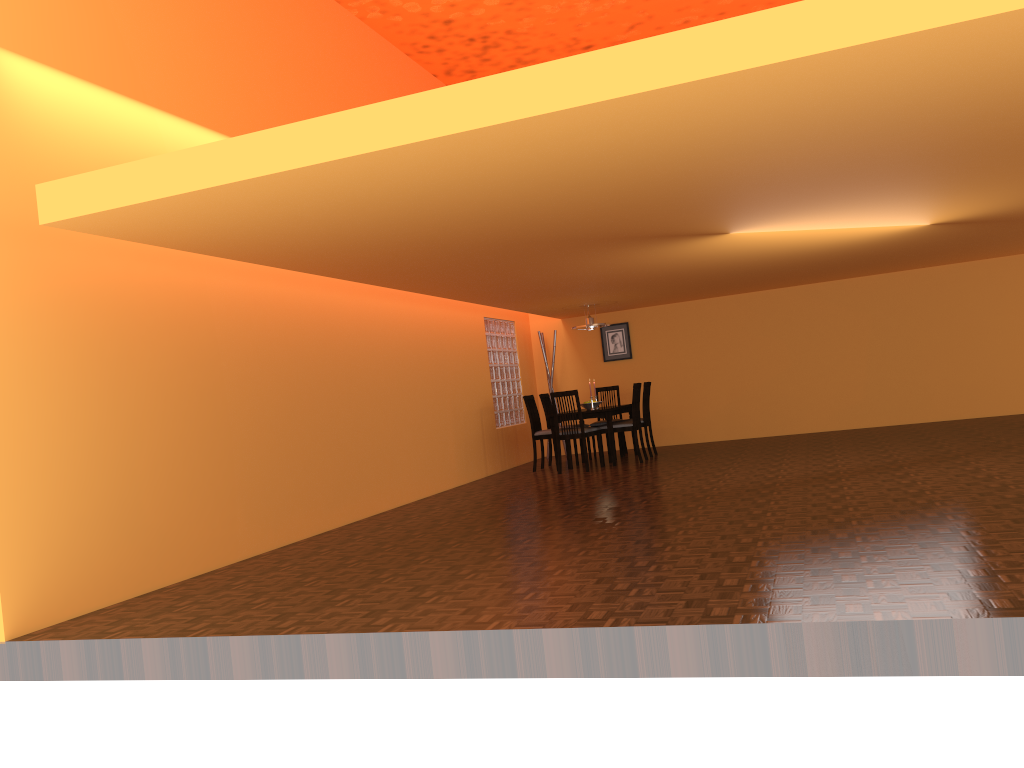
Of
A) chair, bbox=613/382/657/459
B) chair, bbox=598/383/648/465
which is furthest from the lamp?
chair, bbox=598/383/648/465

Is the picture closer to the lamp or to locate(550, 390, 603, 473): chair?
the lamp

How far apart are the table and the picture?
1.20m

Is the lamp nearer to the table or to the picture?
the table

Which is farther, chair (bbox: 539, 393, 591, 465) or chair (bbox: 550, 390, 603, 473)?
chair (bbox: 539, 393, 591, 465)

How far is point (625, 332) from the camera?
10.95m

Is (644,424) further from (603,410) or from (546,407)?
(546,407)

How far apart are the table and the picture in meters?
1.2 m

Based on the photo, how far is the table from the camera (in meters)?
8.79

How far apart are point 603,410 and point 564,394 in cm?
48
